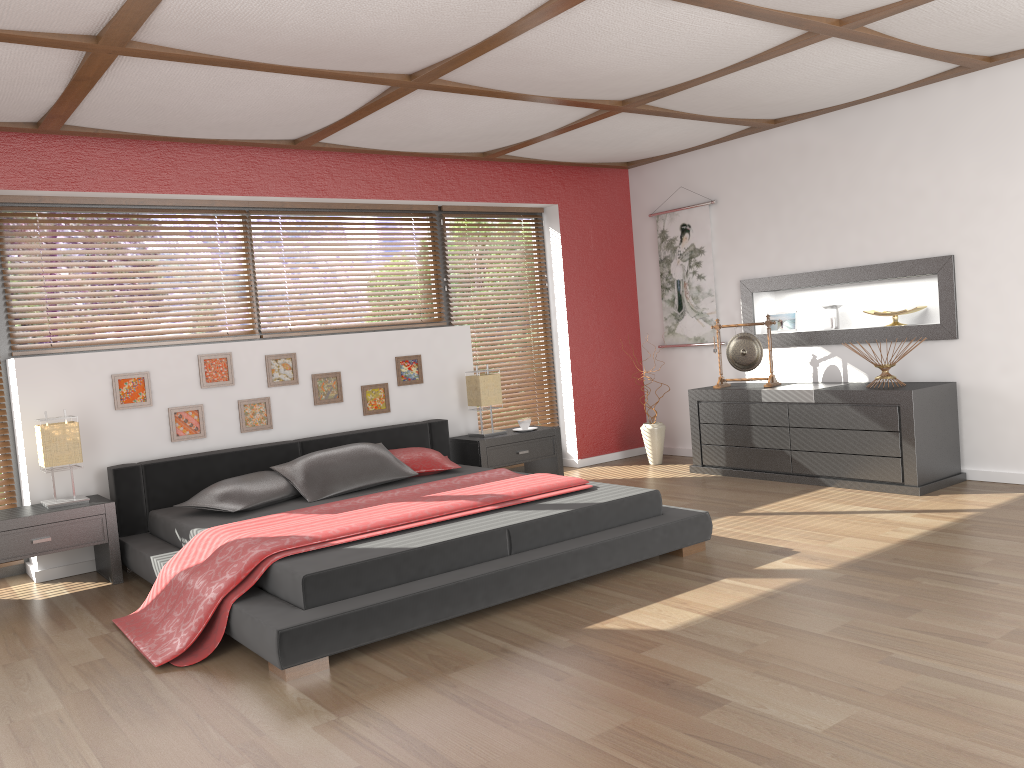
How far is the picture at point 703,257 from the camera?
6.88m

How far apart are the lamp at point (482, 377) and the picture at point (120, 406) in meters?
2.1

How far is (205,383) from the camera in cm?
525

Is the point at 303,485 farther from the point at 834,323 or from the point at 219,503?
the point at 834,323

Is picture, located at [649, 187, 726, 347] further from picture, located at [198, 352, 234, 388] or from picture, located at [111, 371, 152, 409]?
picture, located at [111, 371, 152, 409]

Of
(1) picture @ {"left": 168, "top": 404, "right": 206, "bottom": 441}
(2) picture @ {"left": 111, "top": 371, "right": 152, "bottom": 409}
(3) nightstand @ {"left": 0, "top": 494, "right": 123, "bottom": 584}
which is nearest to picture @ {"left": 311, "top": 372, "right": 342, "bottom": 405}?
(1) picture @ {"left": 168, "top": 404, "right": 206, "bottom": 441}

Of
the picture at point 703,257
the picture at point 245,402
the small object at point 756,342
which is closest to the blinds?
the picture at point 245,402

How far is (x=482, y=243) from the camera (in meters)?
6.79

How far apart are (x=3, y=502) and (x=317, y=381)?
1.87m

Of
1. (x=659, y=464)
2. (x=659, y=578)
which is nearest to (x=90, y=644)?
(x=659, y=578)
